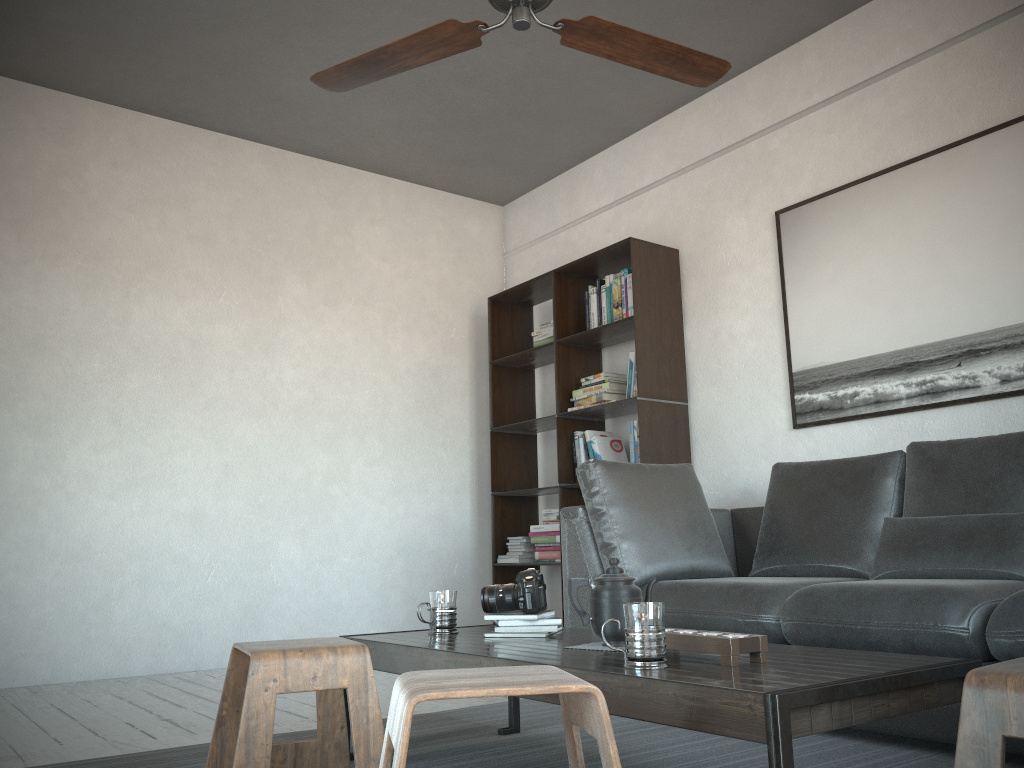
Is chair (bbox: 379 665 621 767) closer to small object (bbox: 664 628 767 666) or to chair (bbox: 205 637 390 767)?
small object (bbox: 664 628 767 666)

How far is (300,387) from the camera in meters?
5.0

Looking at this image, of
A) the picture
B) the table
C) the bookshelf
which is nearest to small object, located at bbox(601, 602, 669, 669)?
the table

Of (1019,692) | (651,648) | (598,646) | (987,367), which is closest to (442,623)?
(598,646)

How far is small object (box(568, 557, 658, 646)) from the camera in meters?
2.0 m

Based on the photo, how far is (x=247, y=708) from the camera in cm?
179

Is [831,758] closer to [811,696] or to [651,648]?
[651,648]

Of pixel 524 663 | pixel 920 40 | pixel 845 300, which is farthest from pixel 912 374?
pixel 524 663

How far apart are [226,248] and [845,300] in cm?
323

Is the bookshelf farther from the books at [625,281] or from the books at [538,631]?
the books at [538,631]
